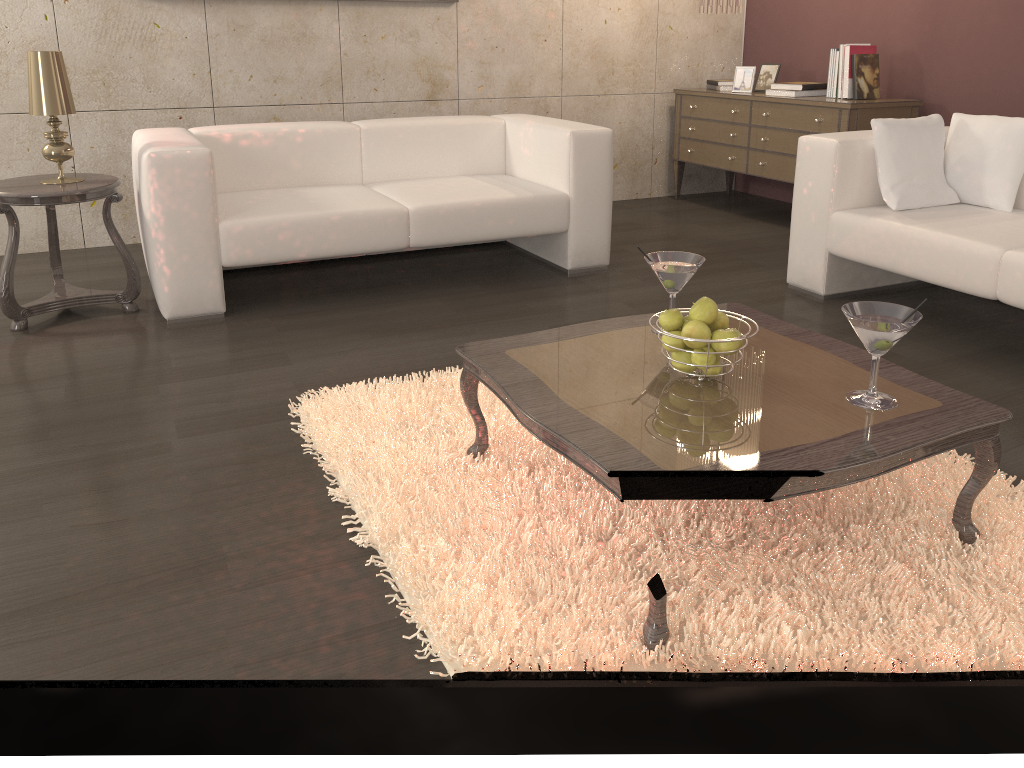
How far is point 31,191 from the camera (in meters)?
3.11

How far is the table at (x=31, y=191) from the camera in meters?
3.1

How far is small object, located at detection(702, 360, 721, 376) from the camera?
1.9 meters

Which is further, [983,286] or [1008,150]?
[1008,150]

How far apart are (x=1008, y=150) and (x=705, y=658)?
2.7 meters

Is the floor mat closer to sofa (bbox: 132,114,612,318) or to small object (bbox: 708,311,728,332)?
small object (bbox: 708,311,728,332)

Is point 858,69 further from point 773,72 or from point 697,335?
point 697,335

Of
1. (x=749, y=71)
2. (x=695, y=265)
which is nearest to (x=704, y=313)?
(x=695, y=265)

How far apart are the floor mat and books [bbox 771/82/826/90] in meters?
3.1 m

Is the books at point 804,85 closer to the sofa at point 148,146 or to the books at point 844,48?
the books at point 844,48
